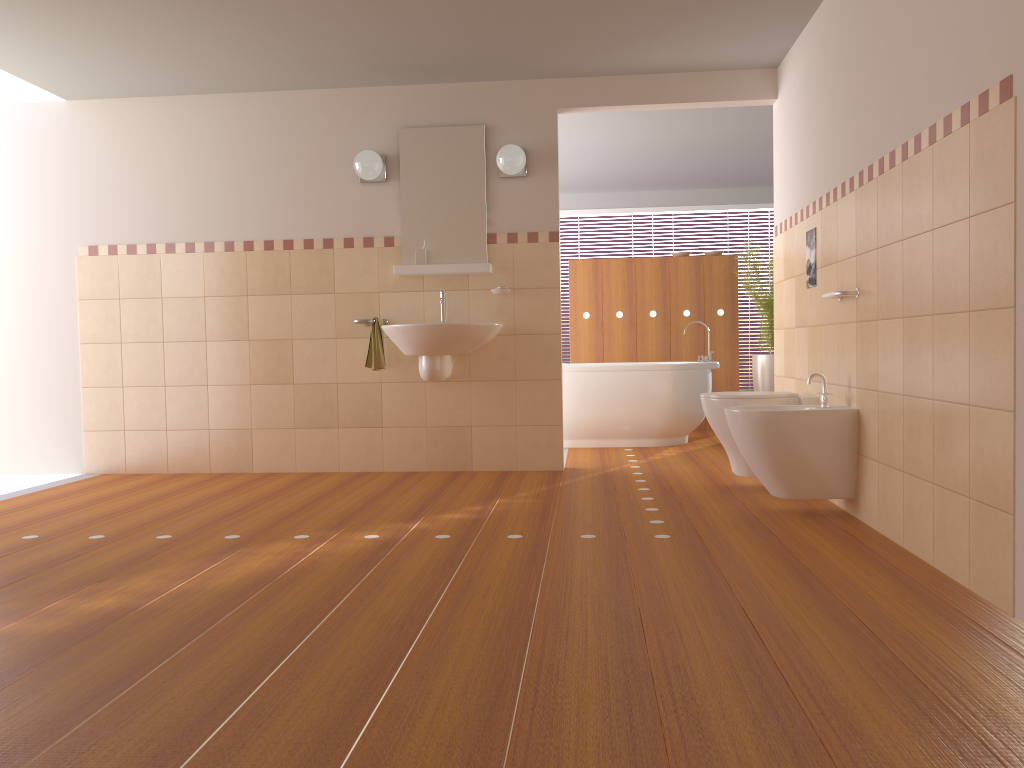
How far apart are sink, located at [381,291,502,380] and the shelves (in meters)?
0.34

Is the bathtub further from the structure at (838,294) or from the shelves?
the structure at (838,294)

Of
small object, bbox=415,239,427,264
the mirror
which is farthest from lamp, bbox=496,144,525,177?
small object, bbox=415,239,427,264

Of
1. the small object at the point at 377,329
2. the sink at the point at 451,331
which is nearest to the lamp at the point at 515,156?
the sink at the point at 451,331

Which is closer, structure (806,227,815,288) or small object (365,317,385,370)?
structure (806,227,815,288)

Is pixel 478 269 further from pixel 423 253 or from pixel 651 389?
pixel 651 389

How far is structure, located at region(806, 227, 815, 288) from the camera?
4.2 meters

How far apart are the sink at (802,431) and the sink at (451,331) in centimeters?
156cm

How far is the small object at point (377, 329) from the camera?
5.0 meters

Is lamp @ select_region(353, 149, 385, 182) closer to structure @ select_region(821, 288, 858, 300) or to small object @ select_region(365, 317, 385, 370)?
small object @ select_region(365, 317, 385, 370)
